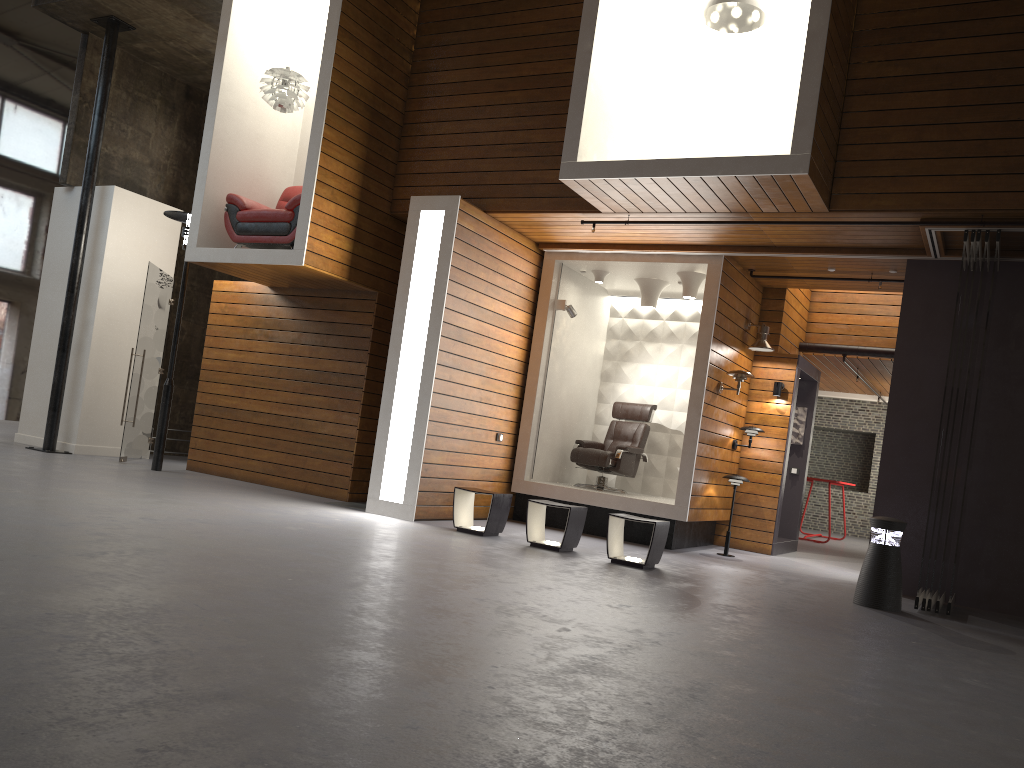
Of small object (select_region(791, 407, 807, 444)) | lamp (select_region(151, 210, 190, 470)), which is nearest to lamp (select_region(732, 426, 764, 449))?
small object (select_region(791, 407, 807, 444))

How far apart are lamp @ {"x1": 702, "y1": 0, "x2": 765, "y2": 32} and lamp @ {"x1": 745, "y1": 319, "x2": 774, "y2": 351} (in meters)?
3.27

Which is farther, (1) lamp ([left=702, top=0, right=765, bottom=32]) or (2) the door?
(2) the door

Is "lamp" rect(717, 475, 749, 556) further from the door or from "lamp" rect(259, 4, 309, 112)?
the door

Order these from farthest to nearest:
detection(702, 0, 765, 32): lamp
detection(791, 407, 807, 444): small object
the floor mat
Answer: detection(791, 407, 807, 444): small object < the floor mat < detection(702, 0, 765, 32): lamp

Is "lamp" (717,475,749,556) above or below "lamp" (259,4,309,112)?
below

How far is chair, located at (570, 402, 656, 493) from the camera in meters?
9.9 m

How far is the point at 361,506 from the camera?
8.86m

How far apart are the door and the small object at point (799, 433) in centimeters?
795cm

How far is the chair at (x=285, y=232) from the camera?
8.71m
